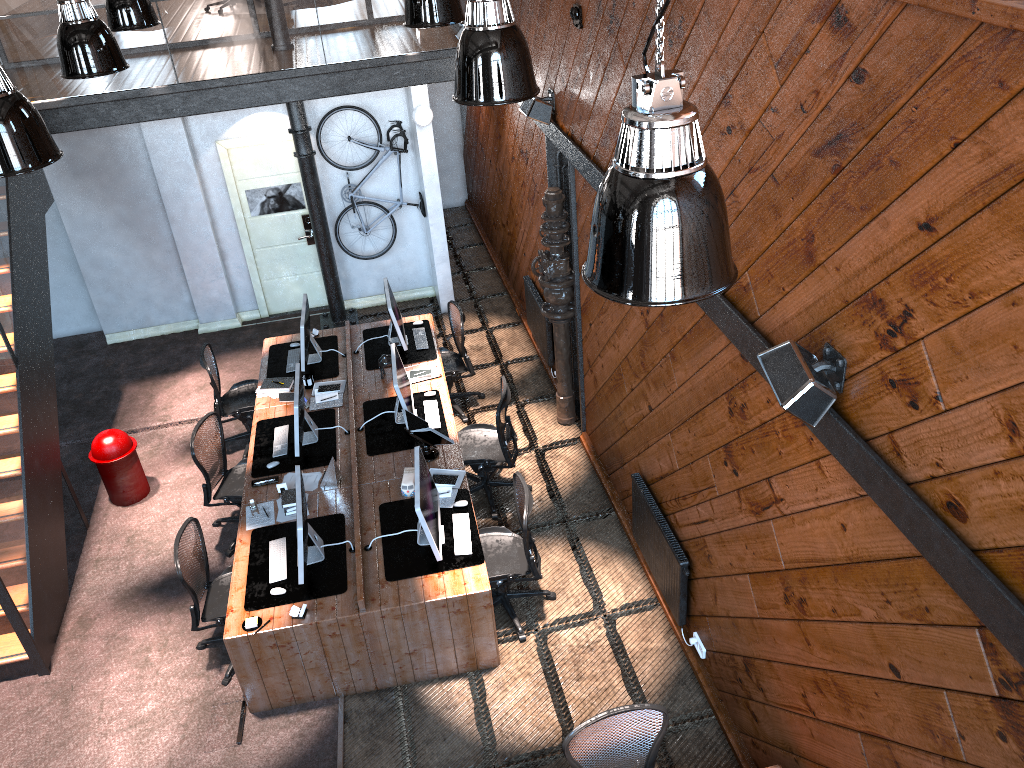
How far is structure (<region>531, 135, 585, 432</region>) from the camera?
7.5m

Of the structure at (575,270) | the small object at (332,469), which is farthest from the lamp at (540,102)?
the small object at (332,469)

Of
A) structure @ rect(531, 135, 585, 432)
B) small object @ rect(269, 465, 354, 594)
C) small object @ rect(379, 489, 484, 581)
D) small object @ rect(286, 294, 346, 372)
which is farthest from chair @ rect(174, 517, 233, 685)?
structure @ rect(531, 135, 585, 432)

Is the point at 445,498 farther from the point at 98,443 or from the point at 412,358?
the point at 98,443

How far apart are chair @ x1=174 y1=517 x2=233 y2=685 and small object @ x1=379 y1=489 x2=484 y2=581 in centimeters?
119cm

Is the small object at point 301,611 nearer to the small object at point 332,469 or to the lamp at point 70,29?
the small object at point 332,469

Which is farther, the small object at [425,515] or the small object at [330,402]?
the small object at [330,402]

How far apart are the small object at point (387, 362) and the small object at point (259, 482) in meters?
1.6 m

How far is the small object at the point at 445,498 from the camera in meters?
6.7

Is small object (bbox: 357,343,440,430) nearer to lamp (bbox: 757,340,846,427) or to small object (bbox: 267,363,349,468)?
small object (bbox: 267,363,349,468)
